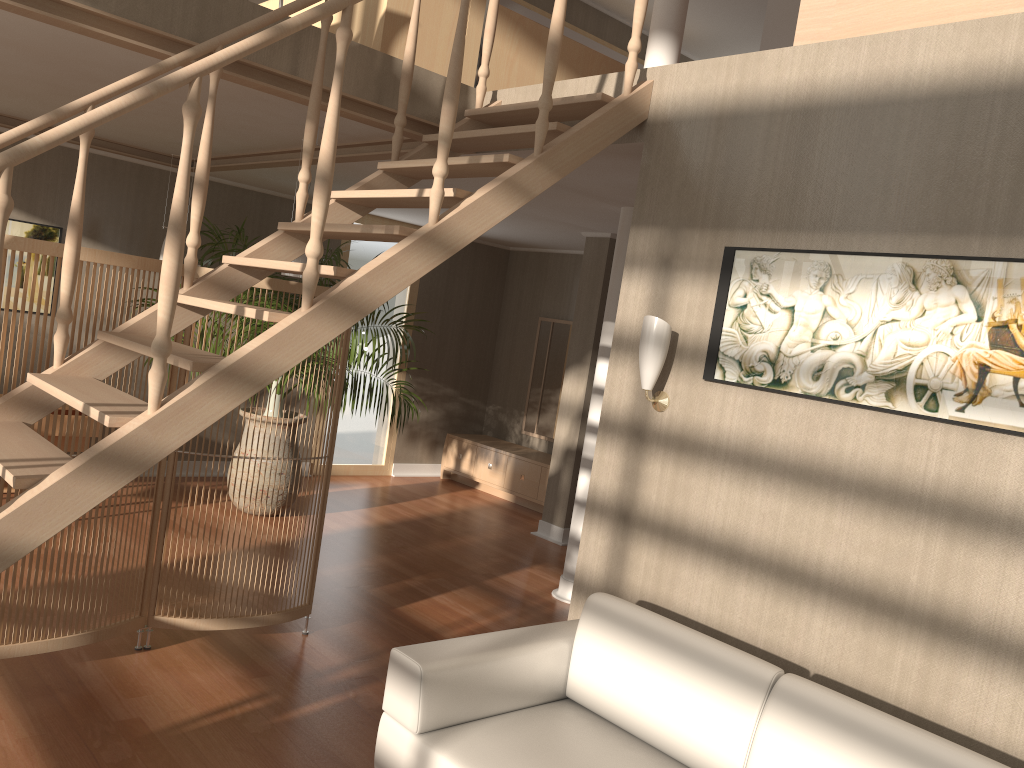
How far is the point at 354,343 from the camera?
6.2 meters

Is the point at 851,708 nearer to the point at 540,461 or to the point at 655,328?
the point at 655,328

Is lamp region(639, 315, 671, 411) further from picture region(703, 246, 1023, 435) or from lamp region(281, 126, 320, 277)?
lamp region(281, 126, 320, 277)

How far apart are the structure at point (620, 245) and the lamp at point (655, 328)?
1.9 meters

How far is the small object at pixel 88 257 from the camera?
3.3m

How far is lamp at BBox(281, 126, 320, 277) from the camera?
4.66m

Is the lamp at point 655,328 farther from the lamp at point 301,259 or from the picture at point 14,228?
the picture at point 14,228

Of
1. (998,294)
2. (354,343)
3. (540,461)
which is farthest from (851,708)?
(540,461)

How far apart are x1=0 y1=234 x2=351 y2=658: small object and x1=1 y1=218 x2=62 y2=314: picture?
3.31m

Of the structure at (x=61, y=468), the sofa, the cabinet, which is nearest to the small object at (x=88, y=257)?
the structure at (x=61, y=468)
